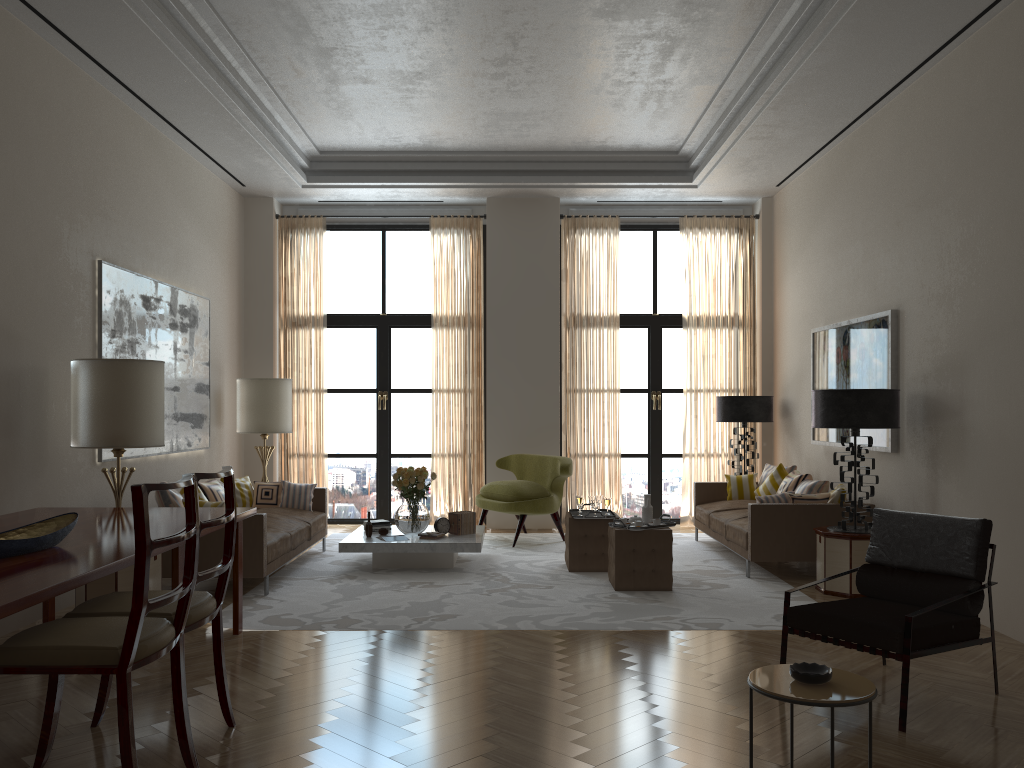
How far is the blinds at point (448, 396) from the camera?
13.6m

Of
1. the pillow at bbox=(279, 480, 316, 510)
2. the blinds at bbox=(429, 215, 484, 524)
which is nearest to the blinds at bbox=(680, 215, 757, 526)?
the blinds at bbox=(429, 215, 484, 524)

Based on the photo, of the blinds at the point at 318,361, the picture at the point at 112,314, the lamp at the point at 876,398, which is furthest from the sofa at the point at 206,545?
the lamp at the point at 876,398

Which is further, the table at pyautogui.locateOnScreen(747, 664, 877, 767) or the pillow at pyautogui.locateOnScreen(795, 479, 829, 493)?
the pillow at pyautogui.locateOnScreen(795, 479, 829, 493)

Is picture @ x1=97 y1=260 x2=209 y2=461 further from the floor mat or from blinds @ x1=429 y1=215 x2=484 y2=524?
blinds @ x1=429 y1=215 x2=484 y2=524

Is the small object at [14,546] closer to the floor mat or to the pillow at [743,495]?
the floor mat

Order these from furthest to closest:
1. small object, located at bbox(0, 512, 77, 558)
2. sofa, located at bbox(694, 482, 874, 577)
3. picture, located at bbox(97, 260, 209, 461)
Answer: sofa, located at bbox(694, 482, 874, 577)
picture, located at bbox(97, 260, 209, 461)
small object, located at bbox(0, 512, 77, 558)

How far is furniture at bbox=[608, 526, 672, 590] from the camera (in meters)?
8.82

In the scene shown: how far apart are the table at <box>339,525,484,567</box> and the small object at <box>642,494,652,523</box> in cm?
187

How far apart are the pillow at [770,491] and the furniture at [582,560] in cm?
283
